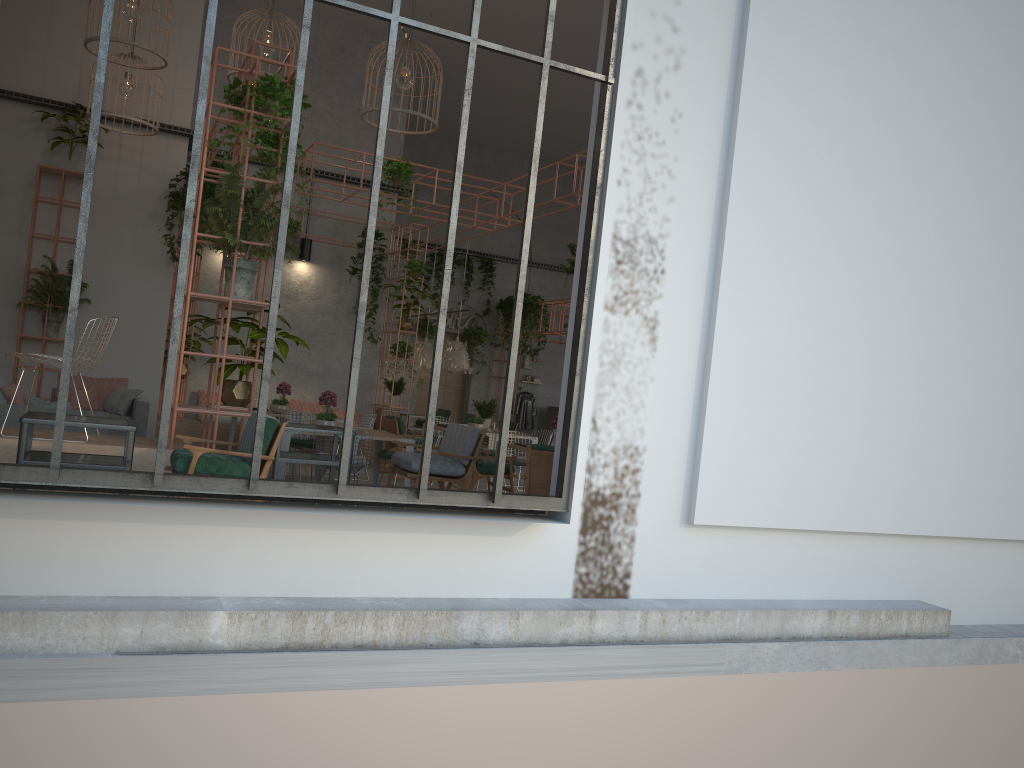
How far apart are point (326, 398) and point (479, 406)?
3.71m

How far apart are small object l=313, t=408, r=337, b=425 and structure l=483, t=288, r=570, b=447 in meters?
10.5 m

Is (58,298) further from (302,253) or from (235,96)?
(235,96)

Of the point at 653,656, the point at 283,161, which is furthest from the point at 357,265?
the point at 653,656

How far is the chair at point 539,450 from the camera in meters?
6.1 m

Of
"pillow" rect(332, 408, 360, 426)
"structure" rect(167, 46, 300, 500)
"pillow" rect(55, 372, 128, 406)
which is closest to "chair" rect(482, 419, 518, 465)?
"pillow" rect(332, 408, 360, 426)

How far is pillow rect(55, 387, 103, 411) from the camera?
10.9 meters

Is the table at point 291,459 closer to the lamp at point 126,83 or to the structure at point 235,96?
the structure at point 235,96

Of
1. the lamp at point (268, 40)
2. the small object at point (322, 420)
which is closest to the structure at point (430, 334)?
the lamp at point (268, 40)

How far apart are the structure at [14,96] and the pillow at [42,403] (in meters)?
5.89
